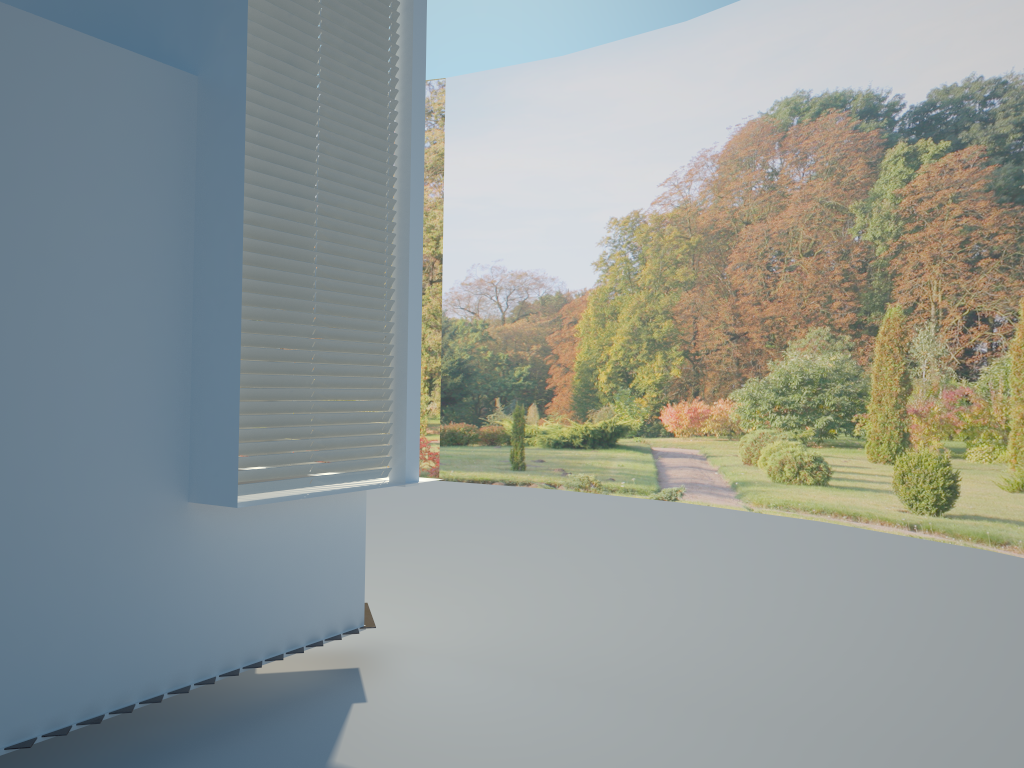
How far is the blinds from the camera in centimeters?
397cm

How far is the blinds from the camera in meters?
4.0

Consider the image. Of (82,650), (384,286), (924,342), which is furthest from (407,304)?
(924,342)

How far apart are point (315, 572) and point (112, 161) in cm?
219

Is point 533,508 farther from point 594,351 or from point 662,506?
point 594,351

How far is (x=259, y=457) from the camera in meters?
4.0
